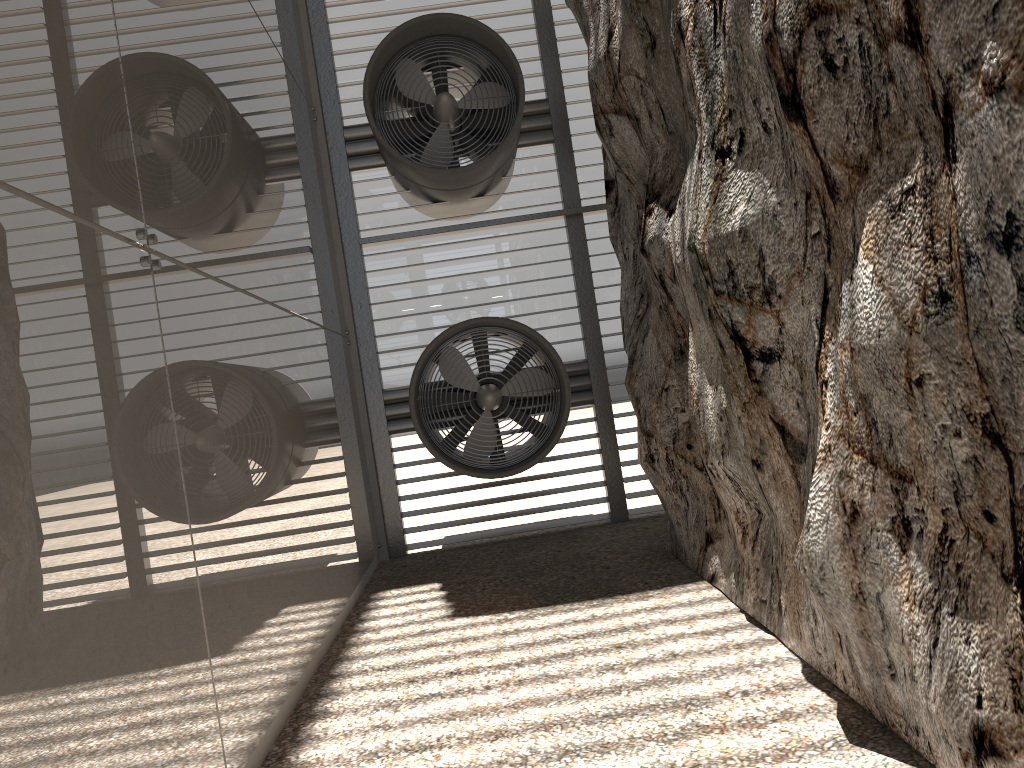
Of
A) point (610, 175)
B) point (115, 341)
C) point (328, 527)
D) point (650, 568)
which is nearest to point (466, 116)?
point (610, 175)
